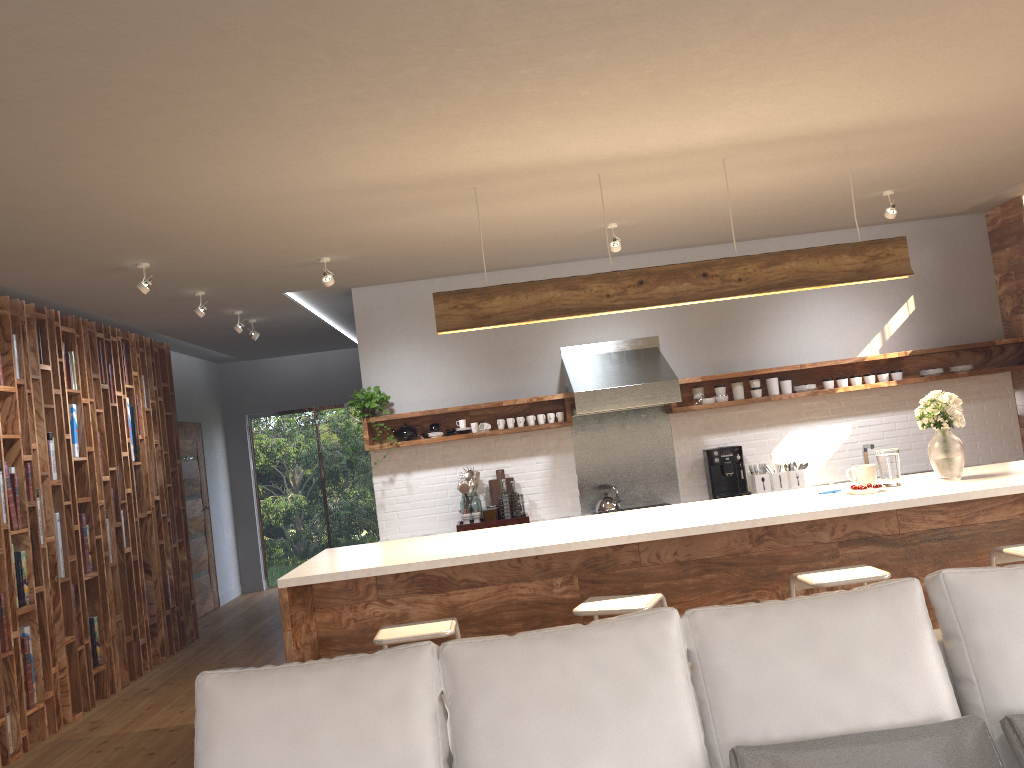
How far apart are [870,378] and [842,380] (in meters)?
0.22

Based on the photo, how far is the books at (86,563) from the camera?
6.1m

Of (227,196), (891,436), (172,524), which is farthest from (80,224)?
(891,436)

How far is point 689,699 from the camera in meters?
2.2 m

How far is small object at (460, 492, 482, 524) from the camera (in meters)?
6.75

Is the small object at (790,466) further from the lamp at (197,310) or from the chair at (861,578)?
the lamp at (197,310)

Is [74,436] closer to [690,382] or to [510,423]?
[510,423]

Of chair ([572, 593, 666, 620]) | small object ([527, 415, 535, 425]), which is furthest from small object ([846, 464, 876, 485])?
small object ([527, 415, 535, 425])

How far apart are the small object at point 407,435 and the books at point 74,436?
2.27m

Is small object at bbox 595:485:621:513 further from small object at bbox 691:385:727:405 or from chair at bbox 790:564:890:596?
chair at bbox 790:564:890:596
